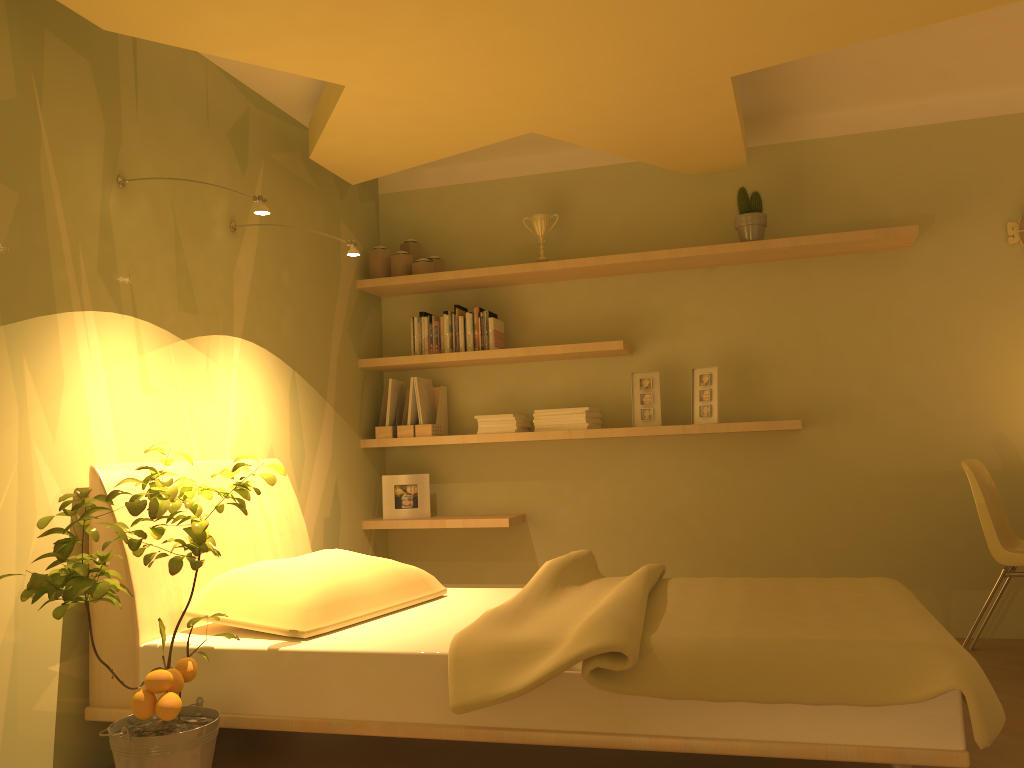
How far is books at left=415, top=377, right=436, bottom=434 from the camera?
4.40m

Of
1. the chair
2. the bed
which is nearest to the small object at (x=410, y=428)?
the bed

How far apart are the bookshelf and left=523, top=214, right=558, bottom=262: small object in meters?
0.1

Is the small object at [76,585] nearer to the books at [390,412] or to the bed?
the bed

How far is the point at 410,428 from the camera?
4.4m

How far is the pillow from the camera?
2.5 meters

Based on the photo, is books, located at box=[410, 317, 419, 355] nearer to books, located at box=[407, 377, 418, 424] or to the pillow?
books, located at box=[407, 377, 418, 424]

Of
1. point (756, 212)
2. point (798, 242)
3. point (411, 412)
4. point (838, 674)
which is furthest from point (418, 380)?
point (838, 674)

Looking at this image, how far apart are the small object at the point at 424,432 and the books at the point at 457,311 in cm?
40

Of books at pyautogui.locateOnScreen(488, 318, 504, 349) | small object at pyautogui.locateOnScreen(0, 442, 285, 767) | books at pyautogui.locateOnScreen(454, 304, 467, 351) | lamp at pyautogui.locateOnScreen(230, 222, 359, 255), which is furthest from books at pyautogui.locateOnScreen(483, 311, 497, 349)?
small object at pyautogui.locateOnScreen(0, 442, 285, 767)
